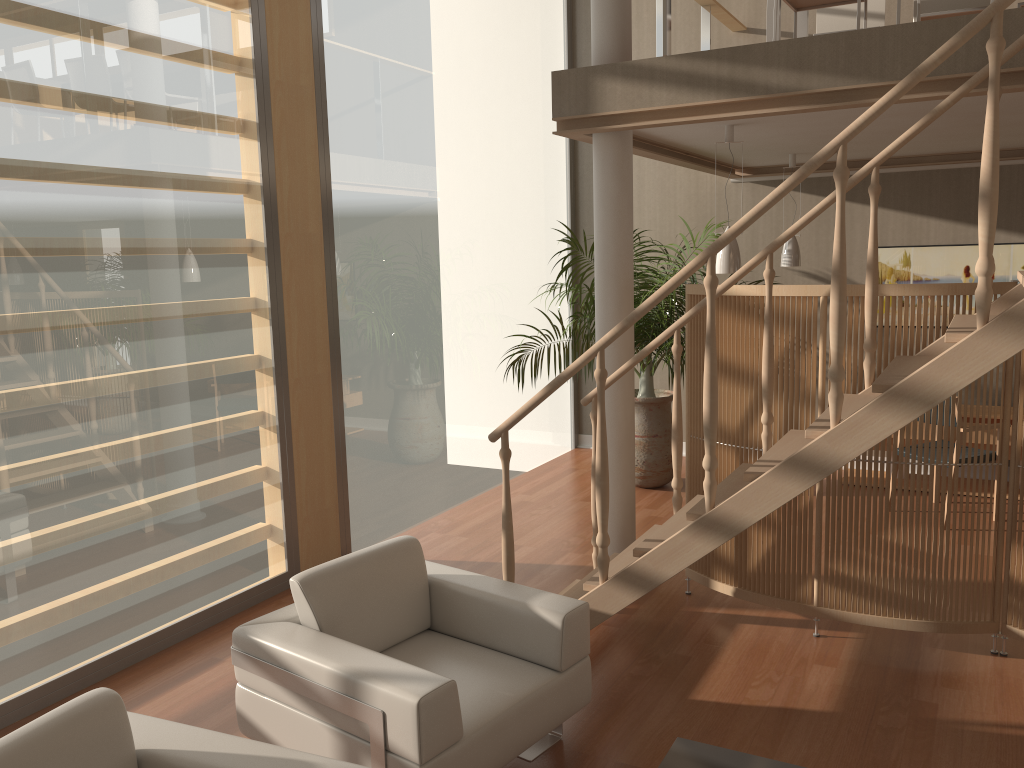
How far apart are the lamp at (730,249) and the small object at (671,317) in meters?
1.0 m

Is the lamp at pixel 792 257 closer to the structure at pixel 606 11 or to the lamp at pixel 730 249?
the lamp at pixel 730 249

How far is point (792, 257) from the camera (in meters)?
6.39

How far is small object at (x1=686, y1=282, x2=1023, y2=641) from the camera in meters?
3.8 m

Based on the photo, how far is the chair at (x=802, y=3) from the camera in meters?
4.9

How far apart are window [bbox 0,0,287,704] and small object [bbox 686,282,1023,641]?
2.2m

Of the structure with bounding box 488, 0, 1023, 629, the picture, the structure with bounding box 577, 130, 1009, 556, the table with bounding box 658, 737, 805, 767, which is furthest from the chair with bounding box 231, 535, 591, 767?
the picture

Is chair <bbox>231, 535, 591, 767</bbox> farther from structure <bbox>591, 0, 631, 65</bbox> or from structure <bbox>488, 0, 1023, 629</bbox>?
structure <bbox>591, 0, 631, 65</bbox>

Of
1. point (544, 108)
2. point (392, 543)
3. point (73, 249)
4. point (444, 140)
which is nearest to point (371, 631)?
point (392, 543)

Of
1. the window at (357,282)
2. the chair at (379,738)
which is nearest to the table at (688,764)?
the chair at (379,738)
